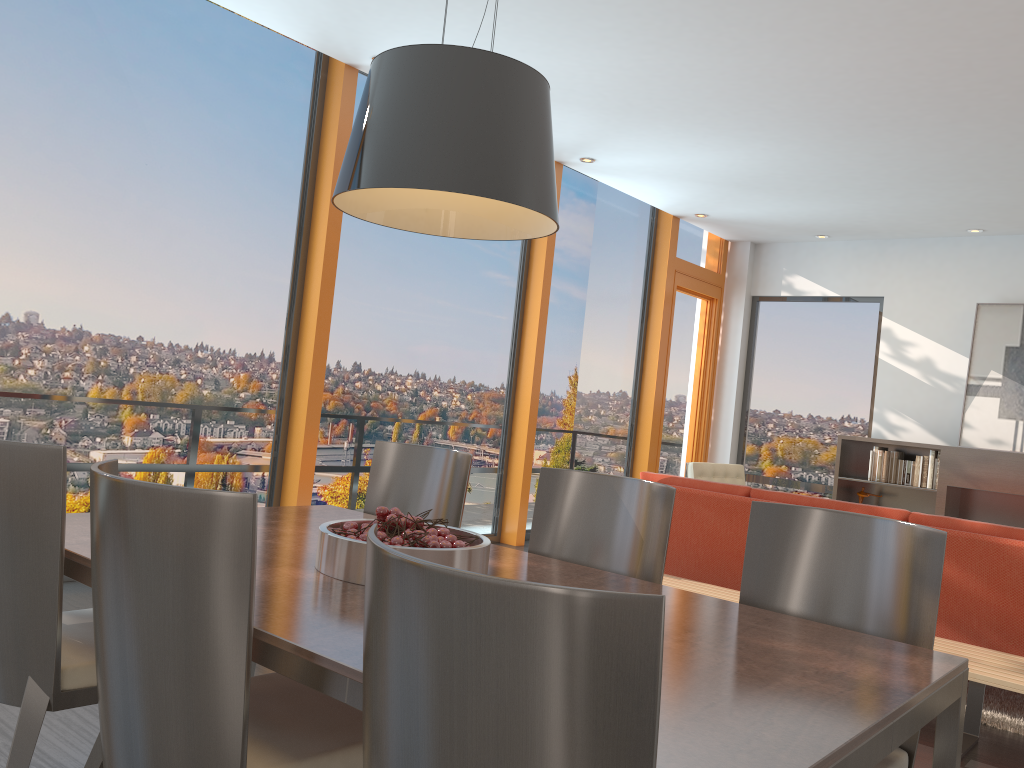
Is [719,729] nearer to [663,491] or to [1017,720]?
[663,491]

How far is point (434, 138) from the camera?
1.95m

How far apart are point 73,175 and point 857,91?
4.31m

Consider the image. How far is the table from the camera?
1.31m

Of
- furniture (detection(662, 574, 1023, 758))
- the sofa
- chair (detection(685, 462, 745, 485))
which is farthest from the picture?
furniture (detection(662, 574, 1023, 758))

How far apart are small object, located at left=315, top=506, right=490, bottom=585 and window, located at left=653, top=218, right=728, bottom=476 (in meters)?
6.63

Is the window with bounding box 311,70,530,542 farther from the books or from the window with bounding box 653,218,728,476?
the books

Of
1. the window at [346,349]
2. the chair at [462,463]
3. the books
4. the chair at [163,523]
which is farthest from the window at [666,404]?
the chair at [163,523]

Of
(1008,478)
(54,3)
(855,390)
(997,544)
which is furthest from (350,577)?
(855,390)

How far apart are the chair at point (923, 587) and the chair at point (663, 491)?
0.24m
